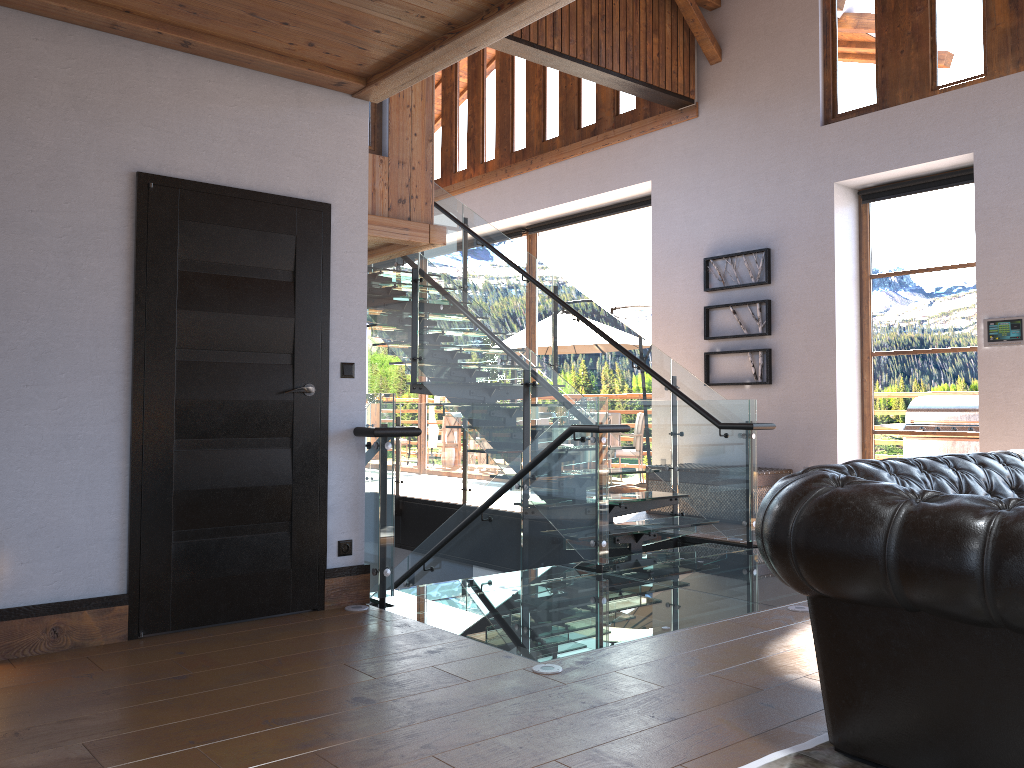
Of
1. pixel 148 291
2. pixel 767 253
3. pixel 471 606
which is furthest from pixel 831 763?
pixel 767 253

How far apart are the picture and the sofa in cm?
486

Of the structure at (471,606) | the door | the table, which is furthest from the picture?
the door

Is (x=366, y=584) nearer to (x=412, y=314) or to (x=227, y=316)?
(x=227, y=316)

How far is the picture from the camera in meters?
8.4

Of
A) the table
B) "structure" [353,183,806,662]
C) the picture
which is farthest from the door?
the picture

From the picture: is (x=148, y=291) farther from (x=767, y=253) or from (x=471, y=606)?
(x=767, y=253)

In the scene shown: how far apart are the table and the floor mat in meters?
5.3 m

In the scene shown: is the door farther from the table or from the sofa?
the table

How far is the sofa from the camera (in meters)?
2.10
